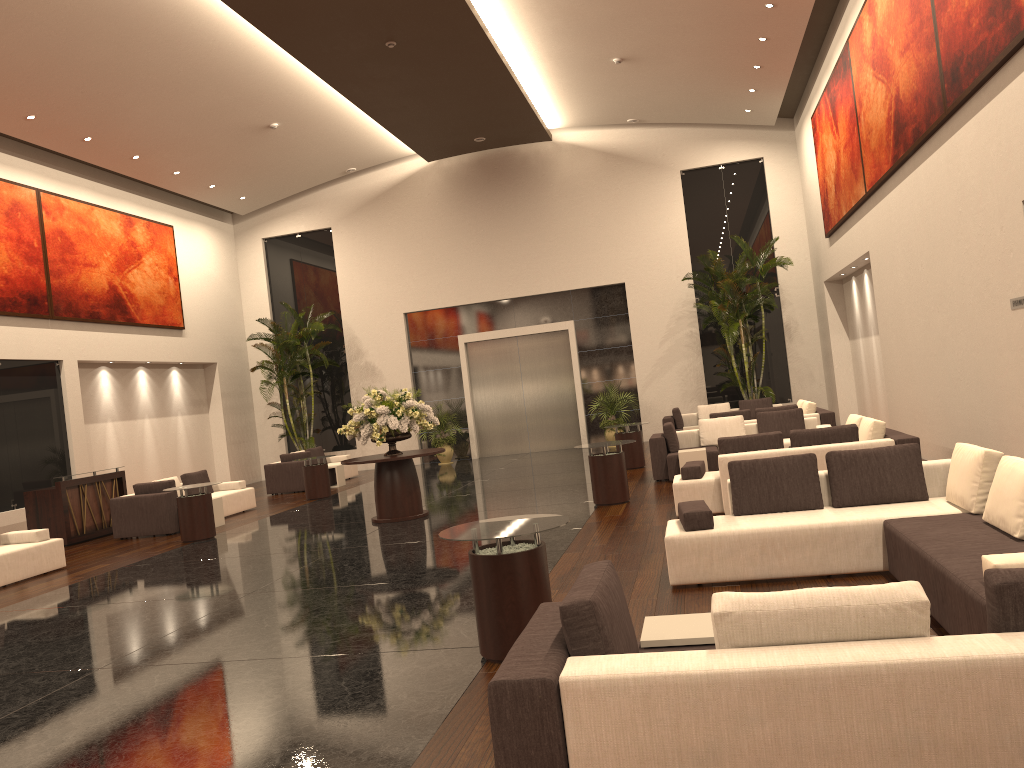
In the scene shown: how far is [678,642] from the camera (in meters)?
3.93

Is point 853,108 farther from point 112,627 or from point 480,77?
point 112,627

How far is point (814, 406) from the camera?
15.26m

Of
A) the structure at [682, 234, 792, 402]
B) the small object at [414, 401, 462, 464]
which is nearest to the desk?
the small object at [414, 401, 462, 464]

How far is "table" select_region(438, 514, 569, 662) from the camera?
5.34m

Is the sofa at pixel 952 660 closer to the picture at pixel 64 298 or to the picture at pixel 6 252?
the picture at pixel 6 252

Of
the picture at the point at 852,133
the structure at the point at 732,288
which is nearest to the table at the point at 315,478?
the structure at the point at 732,288

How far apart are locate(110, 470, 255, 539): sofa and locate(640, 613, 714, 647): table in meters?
11.5 m

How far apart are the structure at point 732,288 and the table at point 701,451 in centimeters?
695cm

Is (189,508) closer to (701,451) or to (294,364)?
(701,451)
